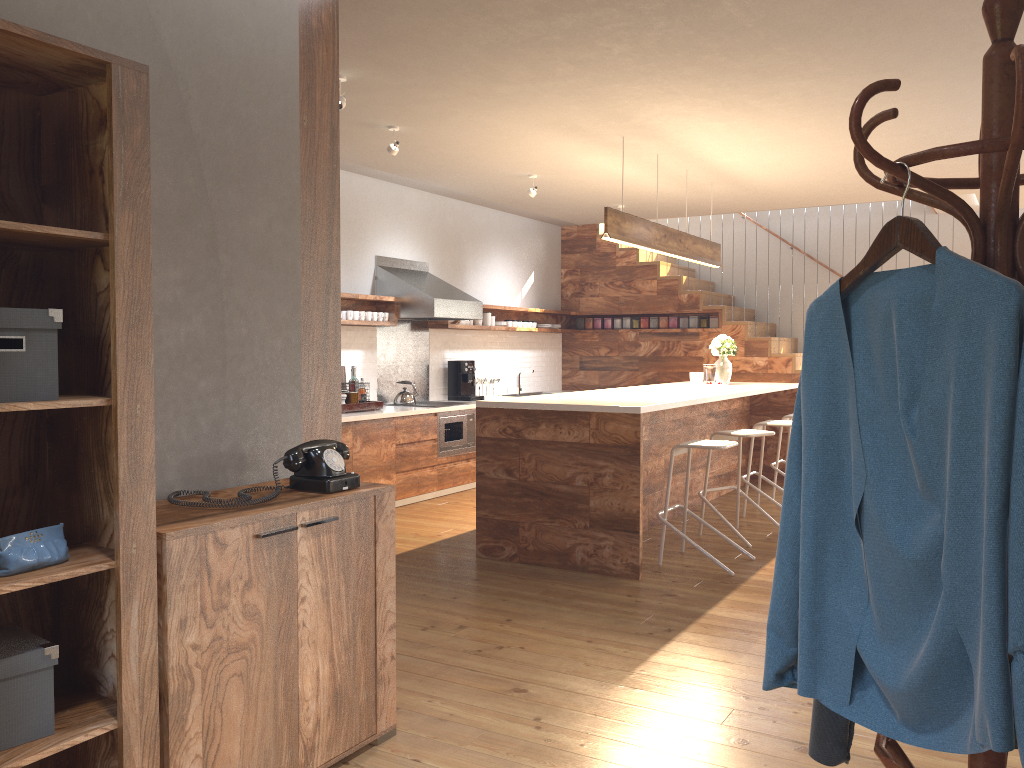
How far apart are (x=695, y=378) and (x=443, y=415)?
2.2 meters

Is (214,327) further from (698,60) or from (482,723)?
(698,60)

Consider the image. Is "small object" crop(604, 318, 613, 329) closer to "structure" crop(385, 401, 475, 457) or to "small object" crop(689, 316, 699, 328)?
"small object" crop(689, 316, 699, 328)

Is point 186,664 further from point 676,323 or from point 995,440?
point 676,323

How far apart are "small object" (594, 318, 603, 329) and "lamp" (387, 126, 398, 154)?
5.3 meters

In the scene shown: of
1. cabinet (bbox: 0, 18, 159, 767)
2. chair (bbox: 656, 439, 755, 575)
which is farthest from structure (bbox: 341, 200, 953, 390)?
cabinet (bbox: 0, 18, 159, 767)

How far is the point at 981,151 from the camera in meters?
1.3

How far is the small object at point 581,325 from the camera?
10.9m

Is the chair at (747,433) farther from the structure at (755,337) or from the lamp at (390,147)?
the structure at (755,337)

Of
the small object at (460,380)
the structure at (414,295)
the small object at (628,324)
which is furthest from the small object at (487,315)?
the small object at (628,324)
